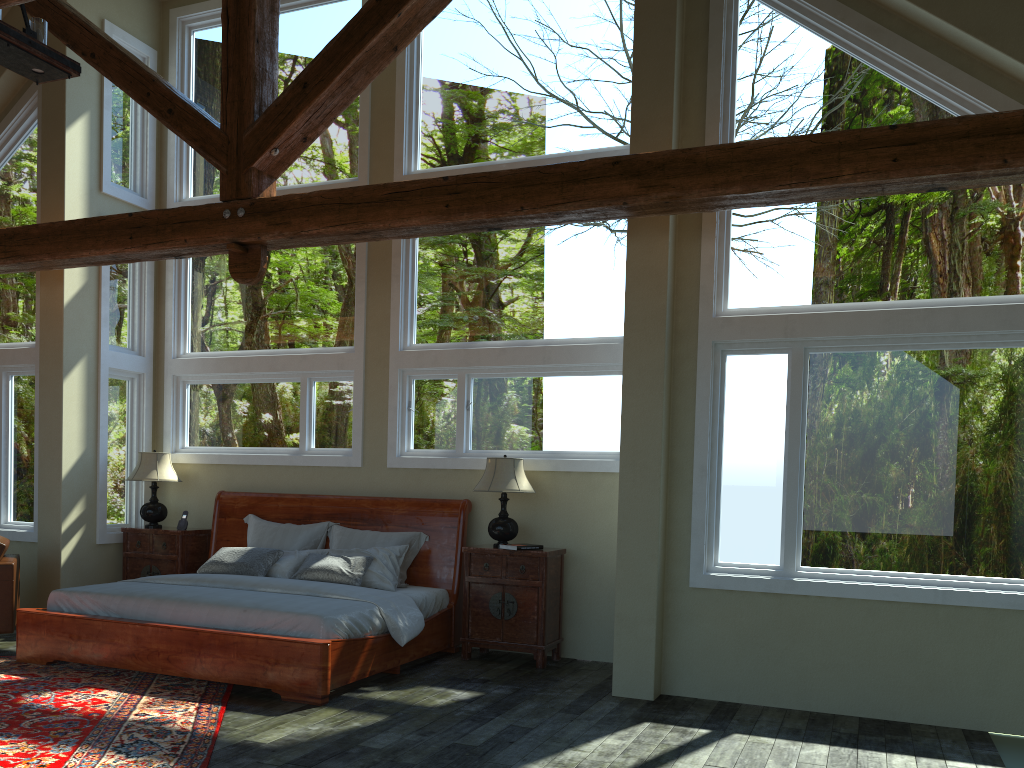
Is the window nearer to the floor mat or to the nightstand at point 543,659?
the nightstand at point 543,659

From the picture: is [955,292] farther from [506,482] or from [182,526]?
[182,526]

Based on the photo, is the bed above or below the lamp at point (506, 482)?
below

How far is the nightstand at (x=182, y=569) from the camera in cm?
825

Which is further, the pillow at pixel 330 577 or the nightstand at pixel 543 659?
the pillow at pixel 330 577

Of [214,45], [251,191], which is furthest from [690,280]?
[214,45]

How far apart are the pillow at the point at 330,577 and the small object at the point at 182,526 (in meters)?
1.15

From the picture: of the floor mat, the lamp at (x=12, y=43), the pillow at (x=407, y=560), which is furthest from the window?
the lamp at (x=12, y=43)

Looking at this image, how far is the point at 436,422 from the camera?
7.9 meters

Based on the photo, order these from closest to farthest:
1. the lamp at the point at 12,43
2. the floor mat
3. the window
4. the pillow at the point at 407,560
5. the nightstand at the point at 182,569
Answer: the floor mat < the lamp at the point at 12,43 < the window < the pillow at the point at 407,560 < the nightstand at the point at 182,569
